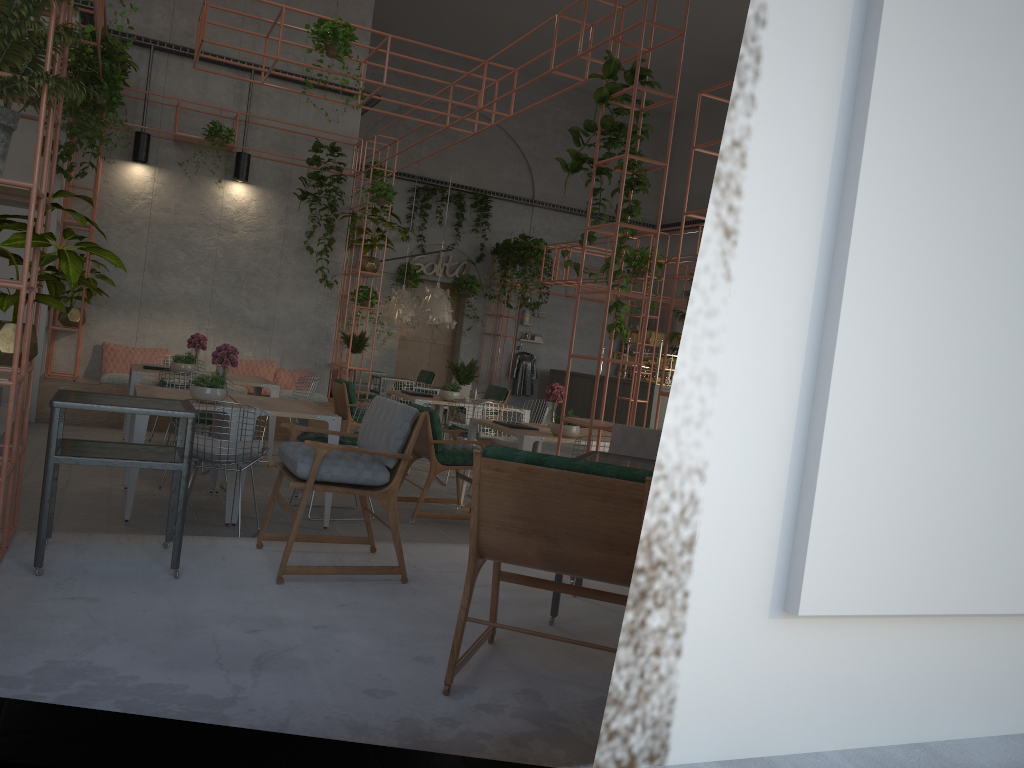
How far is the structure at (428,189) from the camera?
17.6 meters

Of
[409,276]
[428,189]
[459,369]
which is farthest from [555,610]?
[428,189]

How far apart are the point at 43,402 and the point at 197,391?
5.07m

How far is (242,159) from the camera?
11.4m

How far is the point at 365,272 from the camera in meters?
11.5

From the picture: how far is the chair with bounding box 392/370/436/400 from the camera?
16.8 meters

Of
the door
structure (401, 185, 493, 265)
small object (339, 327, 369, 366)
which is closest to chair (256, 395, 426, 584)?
small object (339, 327, 369, 366)

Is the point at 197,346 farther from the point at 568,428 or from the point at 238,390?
the point at 568,428

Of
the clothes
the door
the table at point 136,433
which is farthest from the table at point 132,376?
the clothes

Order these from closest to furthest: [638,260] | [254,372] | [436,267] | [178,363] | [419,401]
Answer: [178,363], [419,401], [254,372], [638,260], [436,267]
